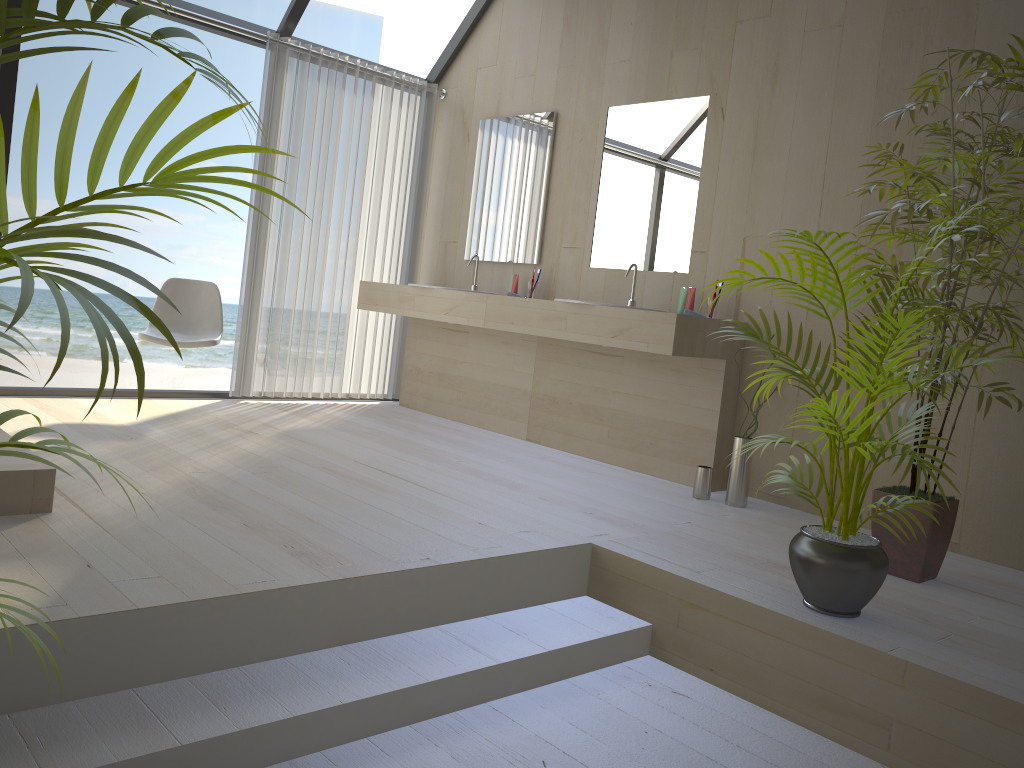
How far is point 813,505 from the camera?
2.5m

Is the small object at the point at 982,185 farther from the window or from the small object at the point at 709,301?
the window

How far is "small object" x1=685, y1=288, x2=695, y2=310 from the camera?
4.1 meters

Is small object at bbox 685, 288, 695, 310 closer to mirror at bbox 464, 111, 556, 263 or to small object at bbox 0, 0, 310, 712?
mirror at bbox 464, 111, 556, 263

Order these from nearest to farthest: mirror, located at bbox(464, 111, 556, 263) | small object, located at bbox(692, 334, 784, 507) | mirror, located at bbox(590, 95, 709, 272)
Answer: small object, located at bbox(692, 334, 784, 507) < mirror, located at bbox(590, 95, 709, 272) < mirror, located at bbox(464, 111, 556, 263)

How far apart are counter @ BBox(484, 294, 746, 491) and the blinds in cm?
128

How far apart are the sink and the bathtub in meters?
2.7

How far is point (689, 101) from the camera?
4.3m

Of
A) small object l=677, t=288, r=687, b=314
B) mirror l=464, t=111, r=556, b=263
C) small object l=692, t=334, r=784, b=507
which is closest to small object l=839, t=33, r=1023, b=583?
small object l=692, t=334, r=784, b=507

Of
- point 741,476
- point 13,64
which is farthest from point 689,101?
point 13,64
